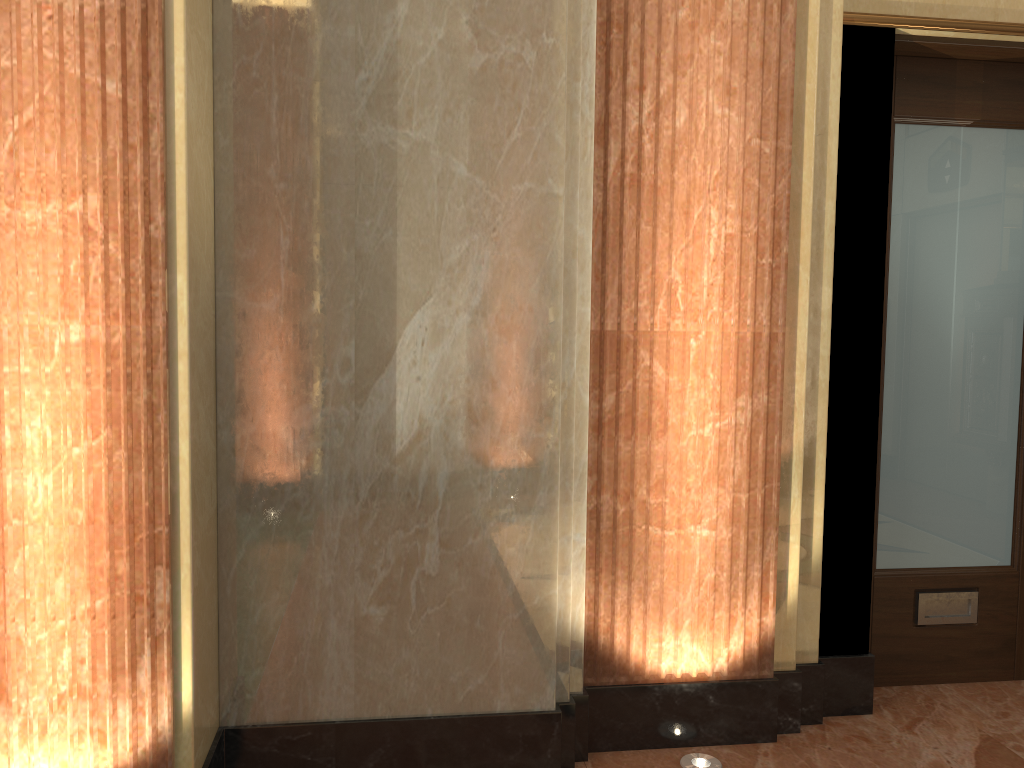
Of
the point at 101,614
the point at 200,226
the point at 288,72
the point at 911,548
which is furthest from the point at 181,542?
the point at 911,548
